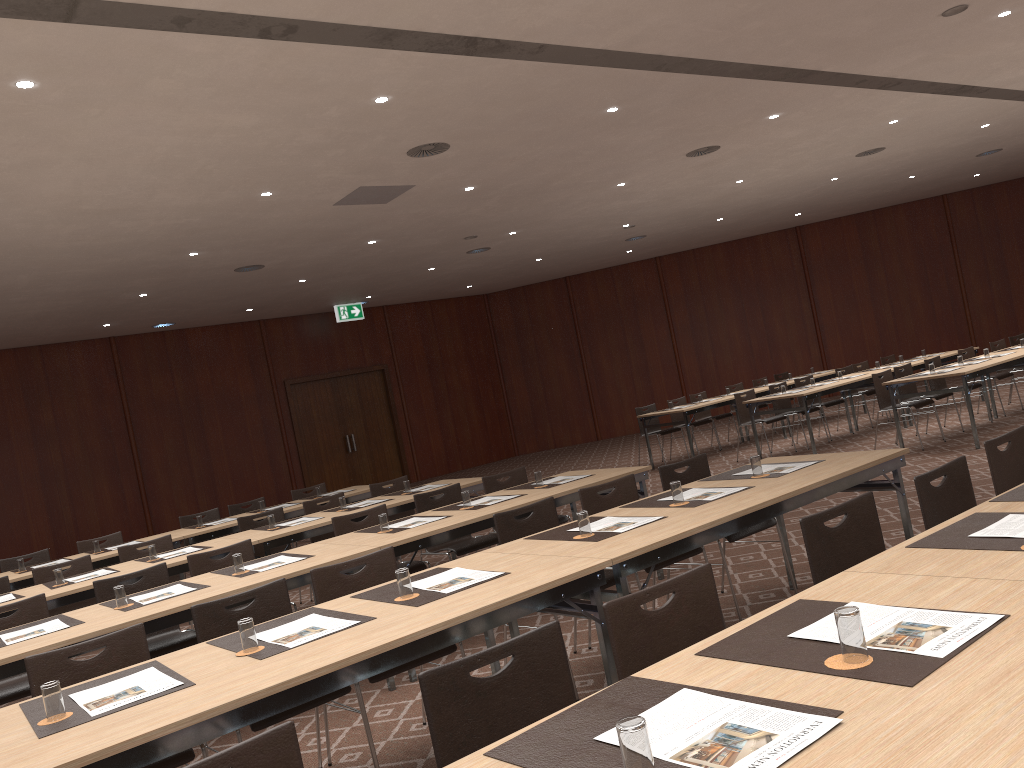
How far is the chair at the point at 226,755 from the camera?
1.9m

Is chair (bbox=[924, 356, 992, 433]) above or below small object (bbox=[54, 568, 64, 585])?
below

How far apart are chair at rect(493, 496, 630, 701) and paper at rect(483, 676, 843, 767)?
2.50m

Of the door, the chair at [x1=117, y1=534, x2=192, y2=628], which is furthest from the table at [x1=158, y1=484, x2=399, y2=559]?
the door

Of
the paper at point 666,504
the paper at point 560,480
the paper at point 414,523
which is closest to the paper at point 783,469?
the paper at point 666,504

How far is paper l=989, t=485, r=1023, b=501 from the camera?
3.2 meters

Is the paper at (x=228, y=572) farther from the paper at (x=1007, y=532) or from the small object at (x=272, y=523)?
the paper at (x=1007, y=532)

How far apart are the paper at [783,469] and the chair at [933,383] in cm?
724

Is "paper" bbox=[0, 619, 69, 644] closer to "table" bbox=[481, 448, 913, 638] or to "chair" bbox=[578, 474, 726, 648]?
"table" bbox=[481, 448, 913, 638]

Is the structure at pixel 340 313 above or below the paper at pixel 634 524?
above
